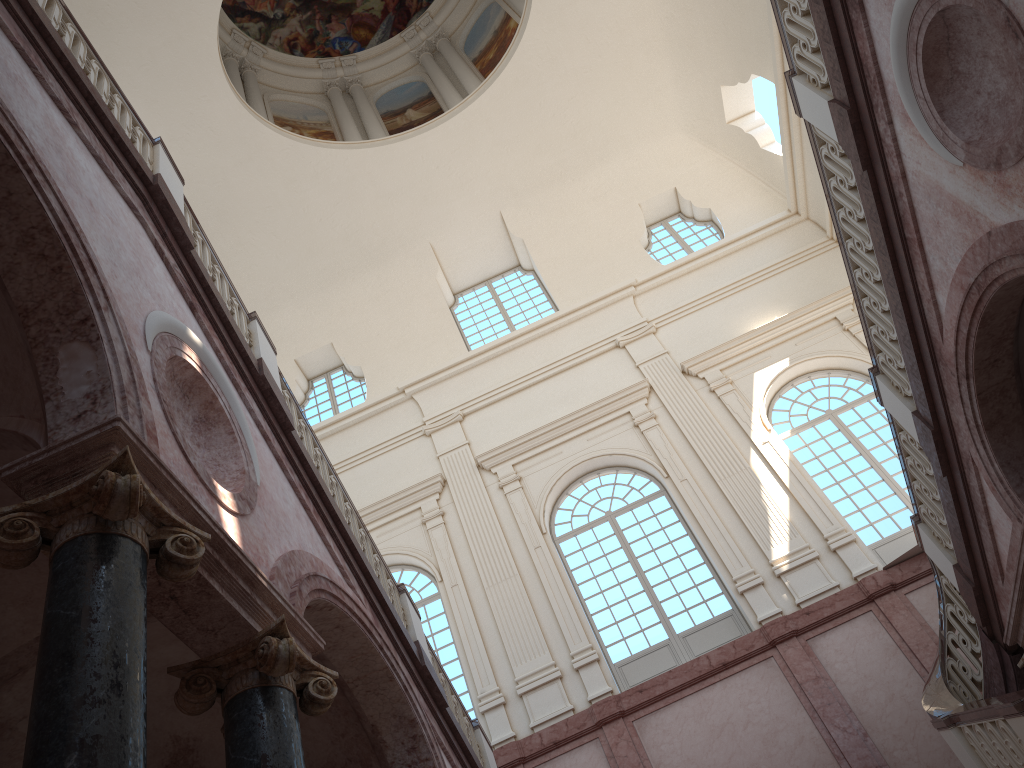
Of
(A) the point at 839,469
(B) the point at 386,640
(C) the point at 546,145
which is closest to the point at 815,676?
(A) the point at 839,469
